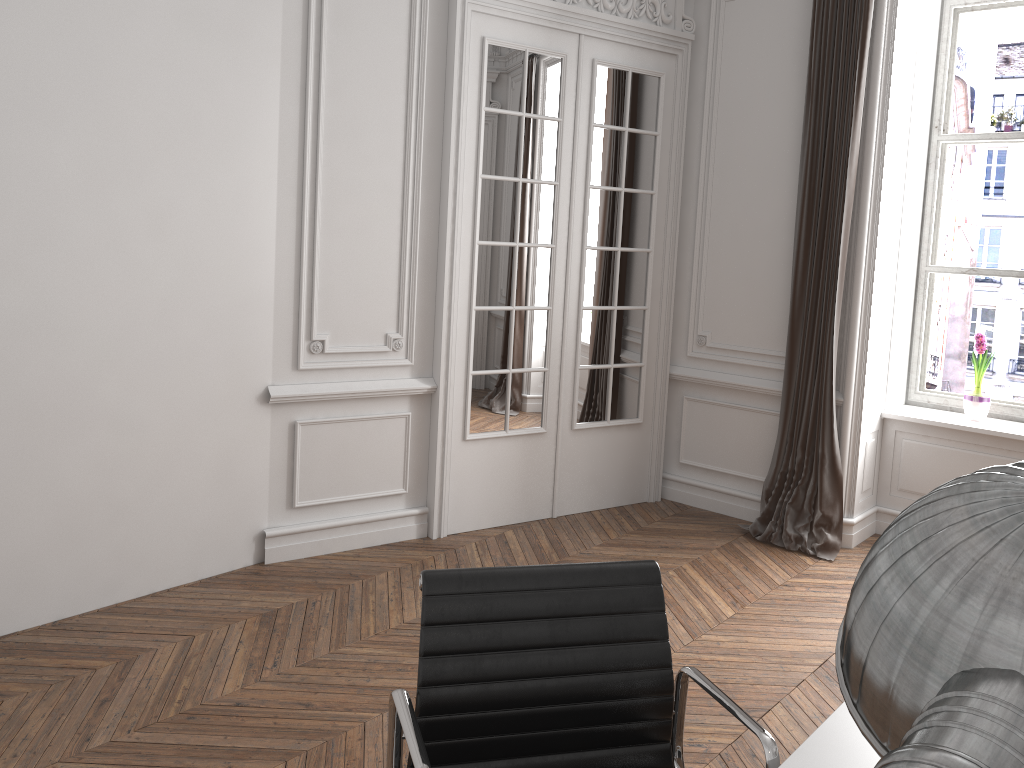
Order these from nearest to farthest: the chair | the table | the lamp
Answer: the lamp
the table
the chair

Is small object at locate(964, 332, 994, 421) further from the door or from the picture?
the door

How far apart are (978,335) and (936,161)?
1.0m

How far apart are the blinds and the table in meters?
3.1

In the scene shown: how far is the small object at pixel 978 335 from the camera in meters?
4.7

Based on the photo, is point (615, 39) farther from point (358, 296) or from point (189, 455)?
point (189, 455)

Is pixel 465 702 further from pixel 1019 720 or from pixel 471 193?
pixel 471 193

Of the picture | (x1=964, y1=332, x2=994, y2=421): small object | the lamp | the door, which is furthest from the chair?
the picture

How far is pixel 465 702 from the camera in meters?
1.6 m

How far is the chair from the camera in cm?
163
